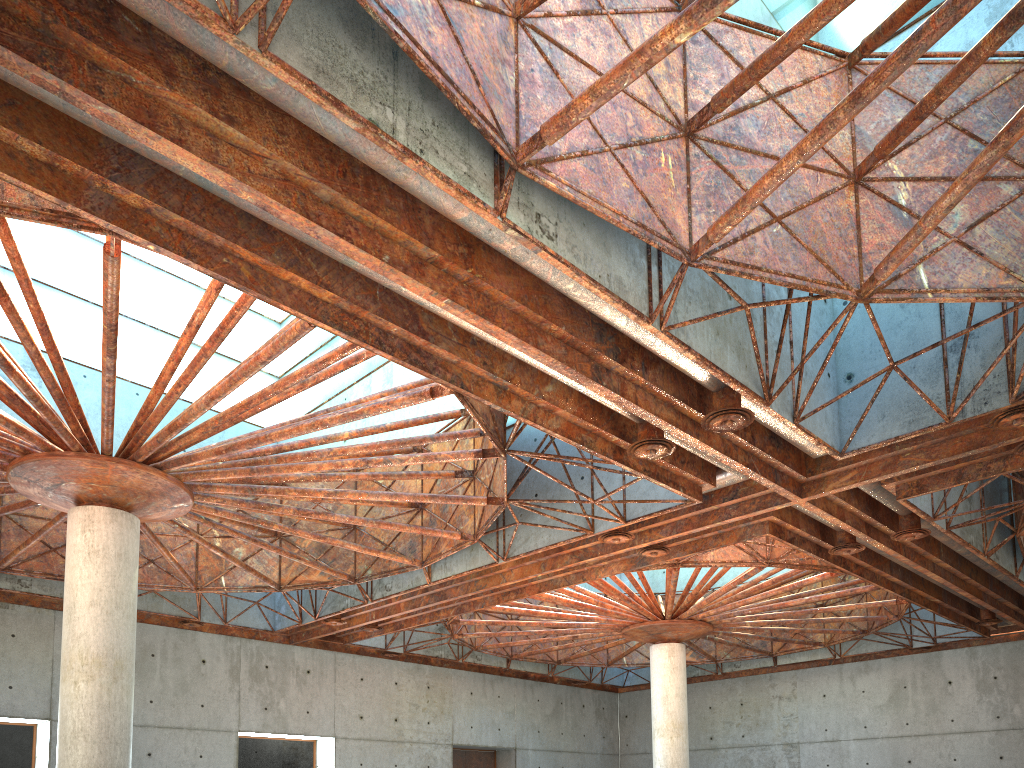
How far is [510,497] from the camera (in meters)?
31.80
